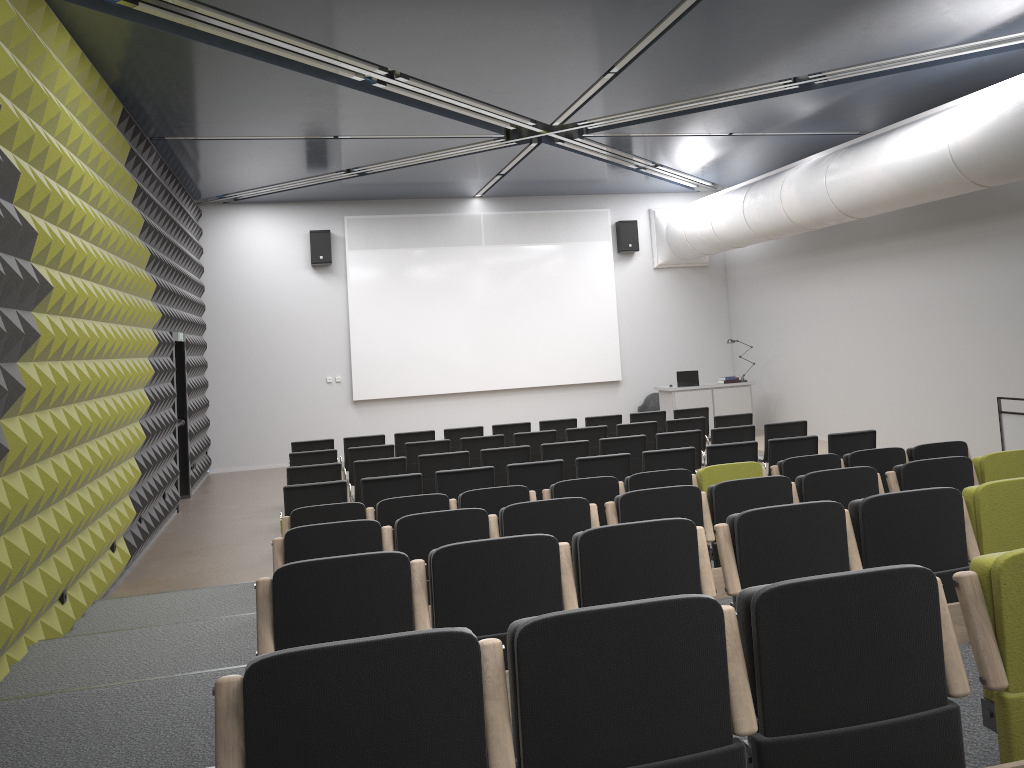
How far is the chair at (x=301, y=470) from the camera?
9.14m

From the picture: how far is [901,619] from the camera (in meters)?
2.33

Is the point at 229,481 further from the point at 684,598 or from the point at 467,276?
the point at 684,598

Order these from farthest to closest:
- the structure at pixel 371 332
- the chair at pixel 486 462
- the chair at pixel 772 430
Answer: the structure at pixel 371 332
the chair at pixel 772 430
the chair at pixel 486 462

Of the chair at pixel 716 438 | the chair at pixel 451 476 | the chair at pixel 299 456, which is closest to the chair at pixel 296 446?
the chair at pixel 299 456

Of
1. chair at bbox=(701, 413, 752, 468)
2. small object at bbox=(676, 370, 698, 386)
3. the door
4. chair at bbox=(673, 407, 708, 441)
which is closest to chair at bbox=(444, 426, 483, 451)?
chair at bbox=(673, 407, 708, 441)

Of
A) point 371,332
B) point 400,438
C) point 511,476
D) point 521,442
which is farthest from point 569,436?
point 371,332

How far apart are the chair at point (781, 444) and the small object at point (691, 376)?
7.04m

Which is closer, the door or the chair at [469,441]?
the chair at [469,441]

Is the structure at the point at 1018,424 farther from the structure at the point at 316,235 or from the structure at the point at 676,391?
the structure at the point at 316,235
